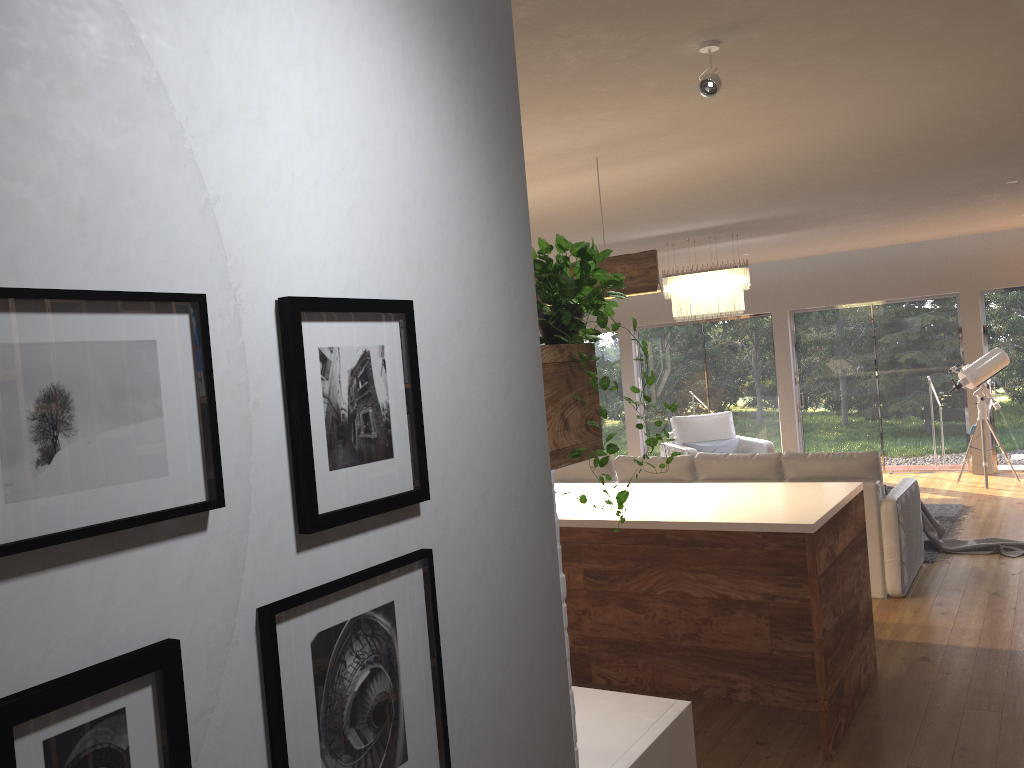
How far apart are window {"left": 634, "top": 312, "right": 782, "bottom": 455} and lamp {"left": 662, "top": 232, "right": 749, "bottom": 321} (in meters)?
3.71

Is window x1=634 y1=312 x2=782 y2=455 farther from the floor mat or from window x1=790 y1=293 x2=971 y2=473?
the floor mat

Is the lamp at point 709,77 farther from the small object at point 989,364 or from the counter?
the small object at point 989,364

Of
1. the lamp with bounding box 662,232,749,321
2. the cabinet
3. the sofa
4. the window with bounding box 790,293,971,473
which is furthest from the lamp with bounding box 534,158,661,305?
the window with bounding box 790,293,971,473

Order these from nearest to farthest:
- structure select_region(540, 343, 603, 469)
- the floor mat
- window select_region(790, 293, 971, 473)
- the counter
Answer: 1. structure select_region(540, 343, 603, 469)
2. the counter
3. the floor mat
4. window select_region(790, 293, 971, 473)

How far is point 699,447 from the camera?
10.2 meters

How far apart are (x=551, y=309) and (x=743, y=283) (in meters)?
6.36

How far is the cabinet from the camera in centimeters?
378cm

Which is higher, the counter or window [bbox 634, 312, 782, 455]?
window [bbox 634, 312, 782, 455]

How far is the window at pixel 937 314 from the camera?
10.6m
